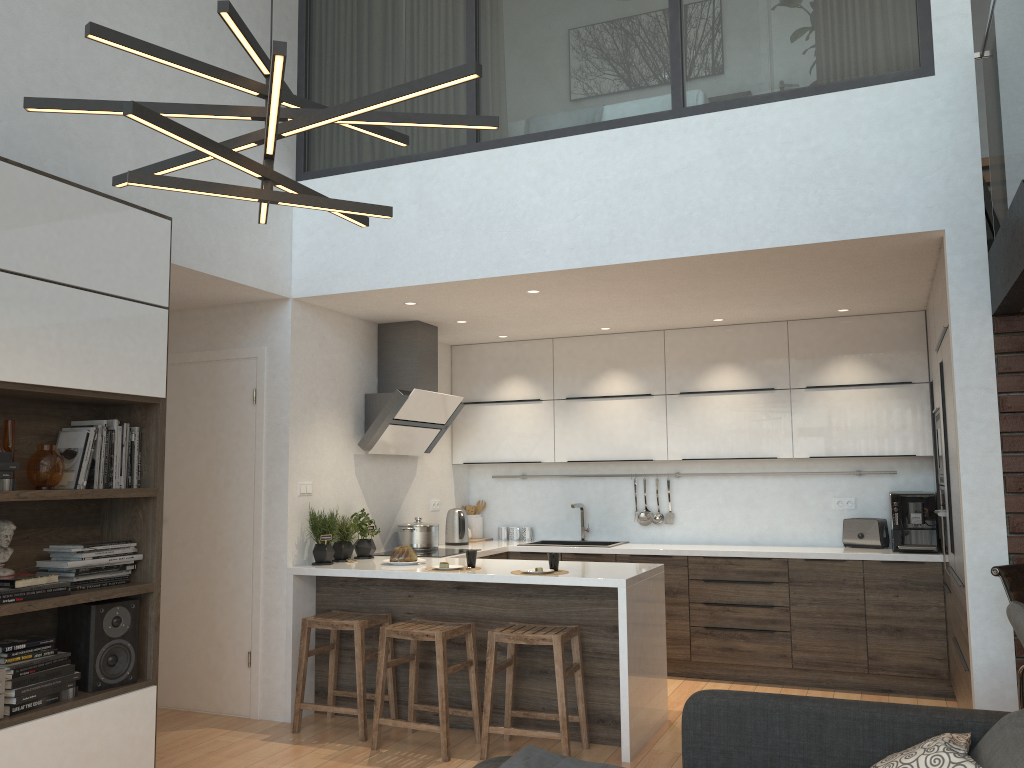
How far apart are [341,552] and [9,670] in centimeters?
229cm

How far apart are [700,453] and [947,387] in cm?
221

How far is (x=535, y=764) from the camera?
2.7 meters

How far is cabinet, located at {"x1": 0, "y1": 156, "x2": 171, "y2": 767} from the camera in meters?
3.2 m

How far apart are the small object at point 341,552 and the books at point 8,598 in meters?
2.1

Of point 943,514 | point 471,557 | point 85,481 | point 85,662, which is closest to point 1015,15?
point 943,514

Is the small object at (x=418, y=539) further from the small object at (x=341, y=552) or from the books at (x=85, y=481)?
the books at (x=85, y=481)

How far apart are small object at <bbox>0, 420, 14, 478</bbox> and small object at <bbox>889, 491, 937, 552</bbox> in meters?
4.9 m

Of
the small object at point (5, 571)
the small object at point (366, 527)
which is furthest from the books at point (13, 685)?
the small object at point (366, 527)

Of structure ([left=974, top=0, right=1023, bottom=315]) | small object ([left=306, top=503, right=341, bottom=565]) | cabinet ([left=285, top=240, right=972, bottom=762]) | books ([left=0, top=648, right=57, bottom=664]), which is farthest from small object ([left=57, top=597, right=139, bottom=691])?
structure ([left=974, top=0, right=1023, bottom=315])
